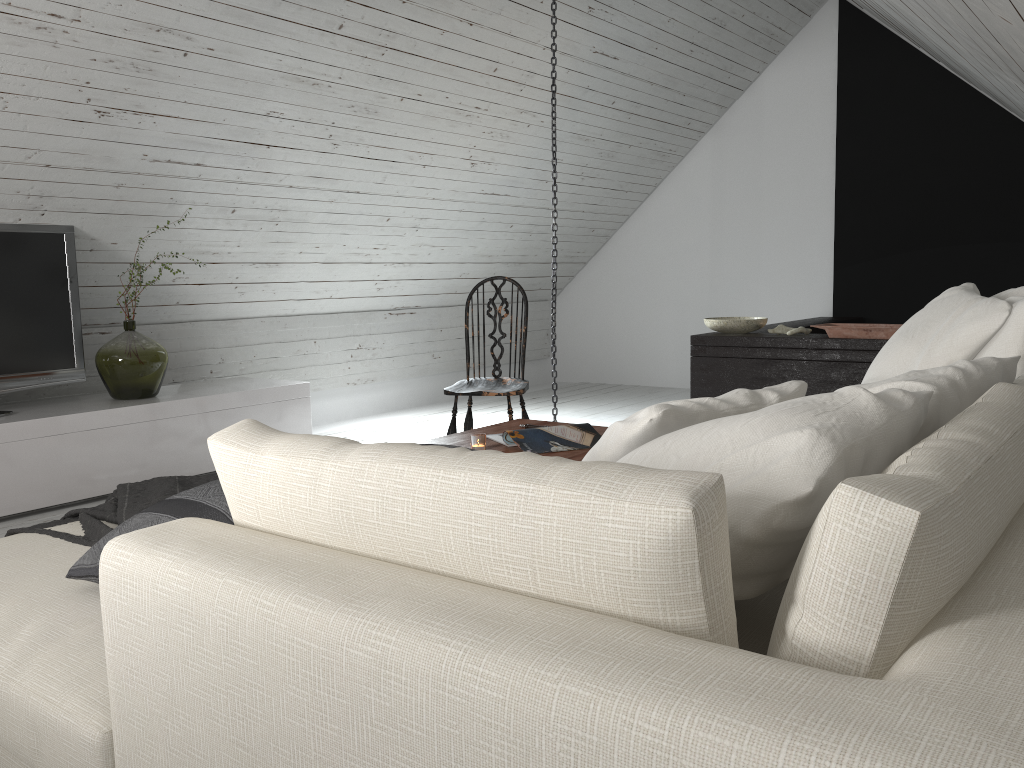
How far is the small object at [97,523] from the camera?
1.9 meters

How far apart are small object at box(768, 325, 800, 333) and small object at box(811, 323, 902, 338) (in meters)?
0.32

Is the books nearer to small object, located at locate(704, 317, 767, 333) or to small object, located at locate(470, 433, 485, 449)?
small object, located at locate(470, 433, 485, 449)

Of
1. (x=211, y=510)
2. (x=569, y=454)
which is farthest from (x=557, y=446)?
(x=211, y=510)

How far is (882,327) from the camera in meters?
4.1

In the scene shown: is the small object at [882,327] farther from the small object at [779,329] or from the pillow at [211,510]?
the pillow at [211,510]

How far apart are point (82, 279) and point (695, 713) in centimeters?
426cm

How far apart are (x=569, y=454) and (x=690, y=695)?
2.1 meters

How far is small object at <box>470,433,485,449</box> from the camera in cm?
276

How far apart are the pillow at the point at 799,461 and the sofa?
0.03m
